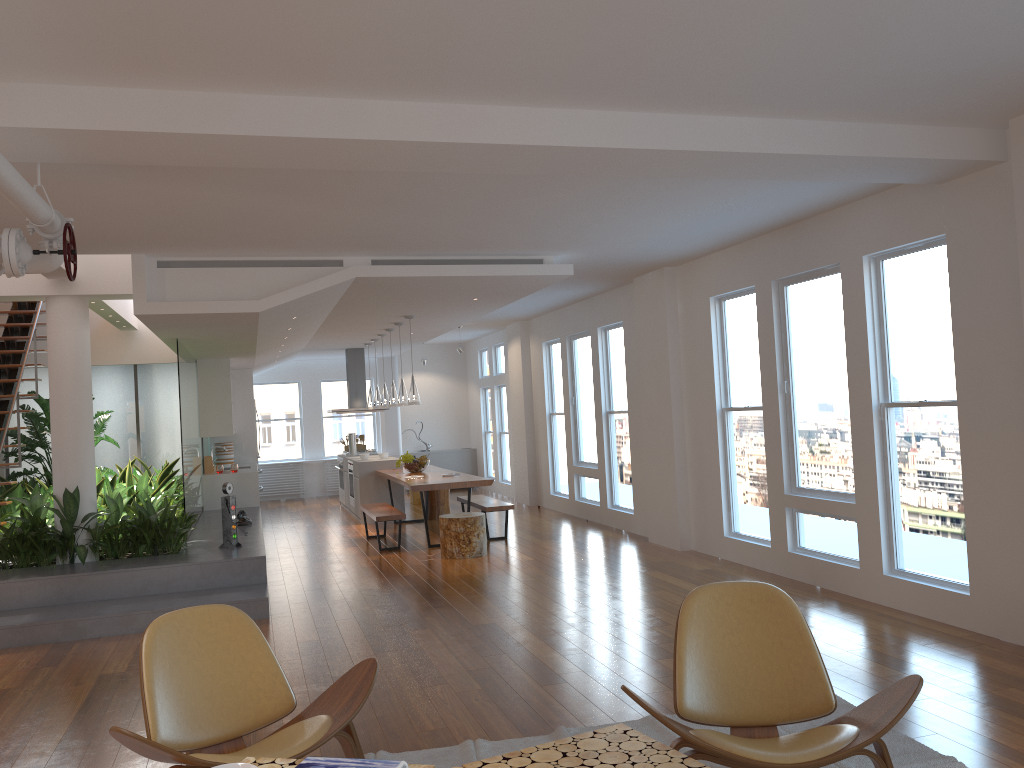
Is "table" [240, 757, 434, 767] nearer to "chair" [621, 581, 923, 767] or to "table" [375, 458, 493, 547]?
"chair" [621, 581, 923, 767]

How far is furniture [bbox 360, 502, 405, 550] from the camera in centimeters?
928cm

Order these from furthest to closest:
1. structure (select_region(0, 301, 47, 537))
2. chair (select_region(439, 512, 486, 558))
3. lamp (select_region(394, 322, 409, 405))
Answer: lamp (select_region(394, 322, 409, 405)) < structure (select_region(0, 301, 47, 537)) < chair (select_region(439, 512, 486, 558))

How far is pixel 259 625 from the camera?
6.29m

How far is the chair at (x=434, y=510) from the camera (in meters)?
11.87

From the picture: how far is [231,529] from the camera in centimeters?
763cm

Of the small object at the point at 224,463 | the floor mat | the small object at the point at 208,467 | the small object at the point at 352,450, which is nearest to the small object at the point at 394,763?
the floor mat

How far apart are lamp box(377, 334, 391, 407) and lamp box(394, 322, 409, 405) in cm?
142

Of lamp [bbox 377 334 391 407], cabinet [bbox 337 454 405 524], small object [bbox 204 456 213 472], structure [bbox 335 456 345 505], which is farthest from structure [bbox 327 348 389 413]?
small object [bbox 204 456 213 472]

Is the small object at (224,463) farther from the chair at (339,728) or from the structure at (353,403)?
the chair at (339,728)
